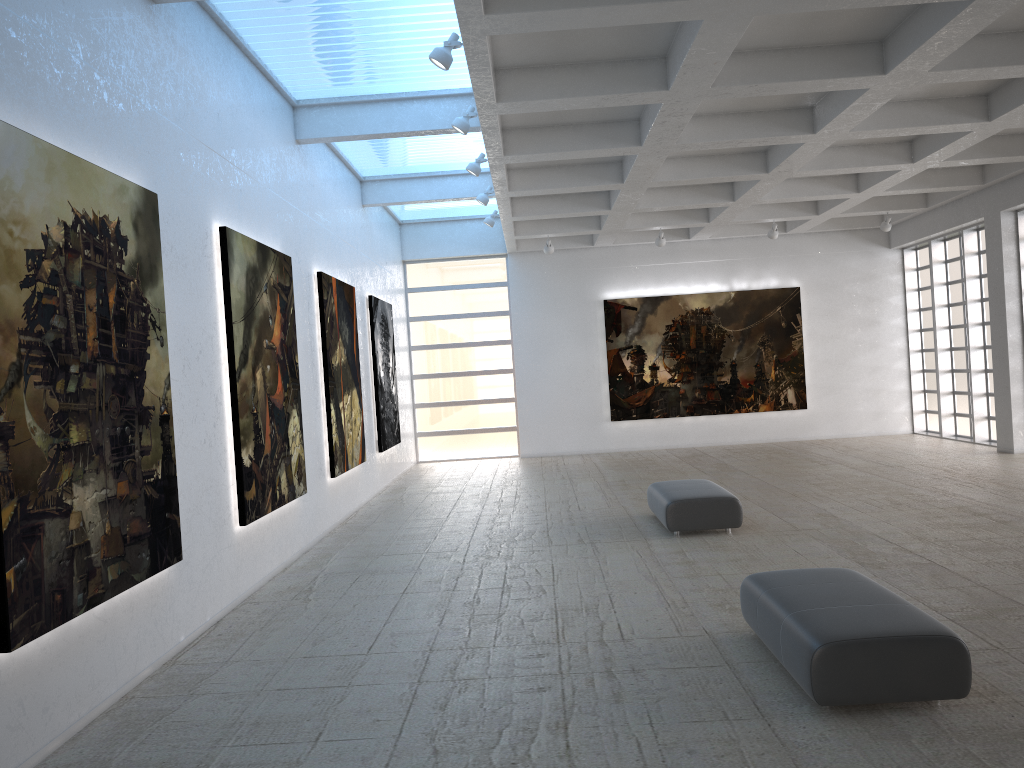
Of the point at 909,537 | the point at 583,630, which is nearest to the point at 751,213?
the point at 909,537

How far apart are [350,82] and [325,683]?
13.7m

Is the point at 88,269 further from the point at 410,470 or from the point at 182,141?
the point at 410,470
